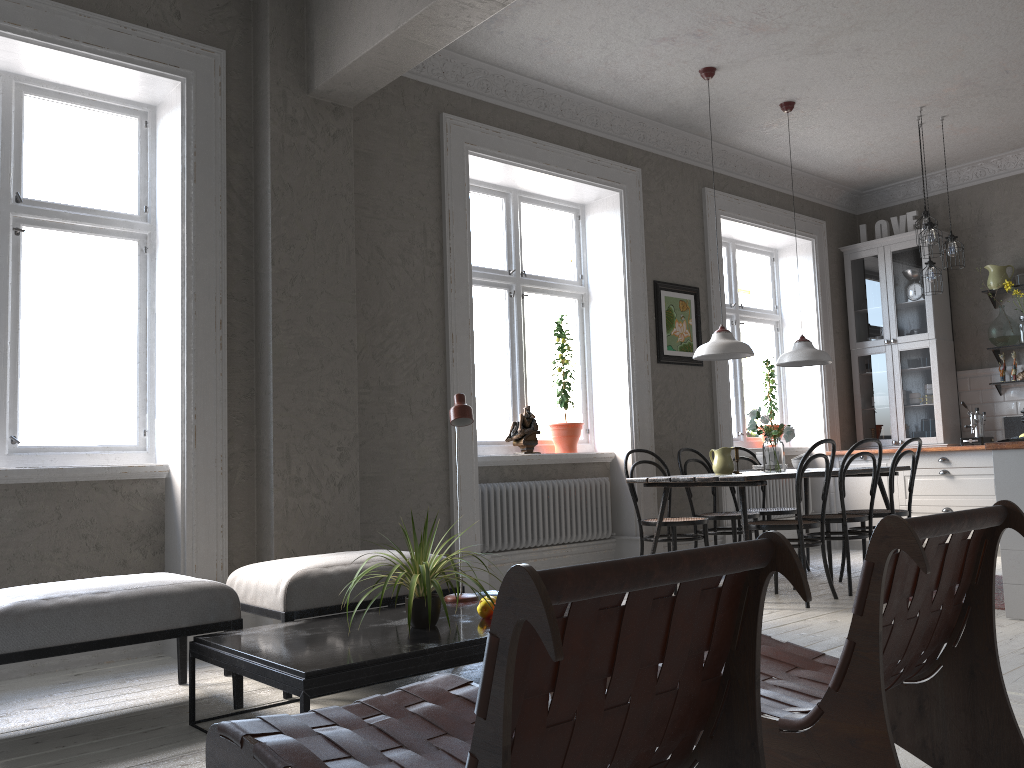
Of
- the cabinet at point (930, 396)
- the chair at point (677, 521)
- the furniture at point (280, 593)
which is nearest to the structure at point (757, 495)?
the cabinet at point (930, 396)

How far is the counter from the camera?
4.2 meters

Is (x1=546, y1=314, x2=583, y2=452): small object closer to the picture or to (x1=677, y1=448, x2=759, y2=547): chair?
the picture

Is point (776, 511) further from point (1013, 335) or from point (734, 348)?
point (1013, 335)

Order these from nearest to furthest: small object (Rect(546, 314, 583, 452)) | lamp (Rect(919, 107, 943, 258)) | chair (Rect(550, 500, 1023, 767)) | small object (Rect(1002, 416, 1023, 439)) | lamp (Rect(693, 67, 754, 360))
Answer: chair (Rect(550, 500, 1023, 767)), lamp (Rect(693, 67, 754, 360)), small object (Rect(546, 314, 583, 452)), lamp (Rect(919, 107, 943, 258)), small object (Rect(1002, 416, 1023, 439))

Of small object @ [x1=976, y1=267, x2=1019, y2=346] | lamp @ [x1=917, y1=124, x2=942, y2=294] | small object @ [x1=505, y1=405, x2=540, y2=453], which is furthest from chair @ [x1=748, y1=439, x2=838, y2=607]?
small object @ [x1=976, y1=267, x2=1019, y2=346]

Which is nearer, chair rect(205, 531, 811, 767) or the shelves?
chair rect(205, 531, 811, 767)

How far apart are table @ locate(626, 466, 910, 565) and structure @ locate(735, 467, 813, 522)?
1.3 meters

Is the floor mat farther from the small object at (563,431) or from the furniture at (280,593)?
the furniture at (280,593)

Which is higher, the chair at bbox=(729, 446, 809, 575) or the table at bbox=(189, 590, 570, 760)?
the chair at bbox=(729, 446, 809, 575)
